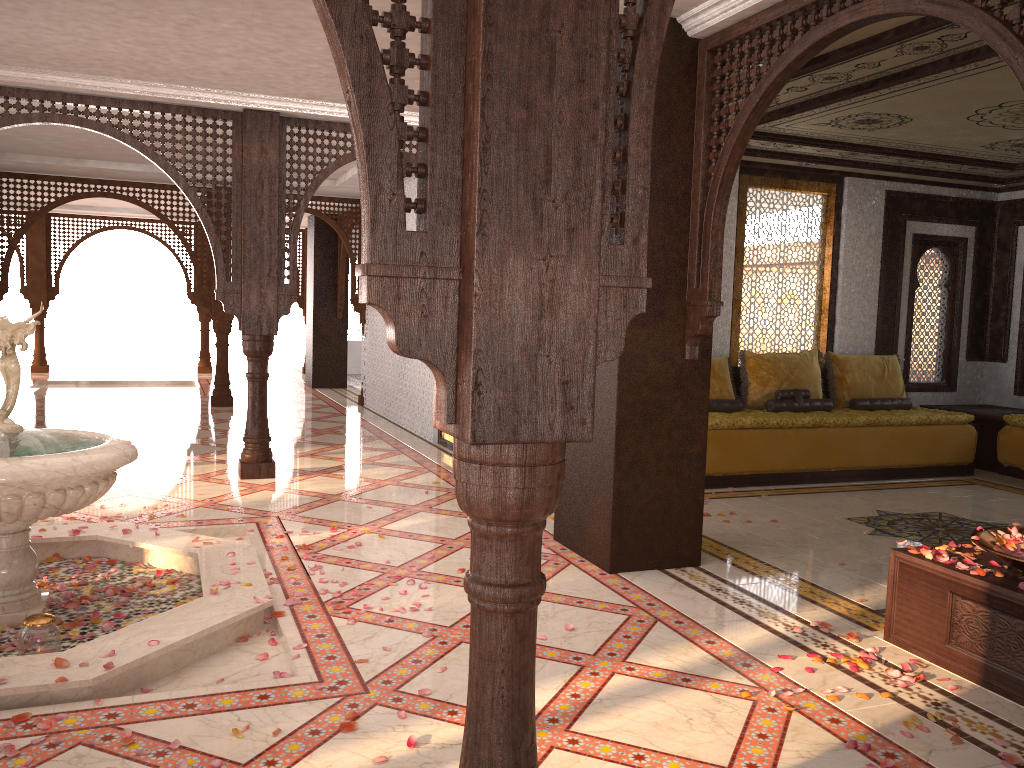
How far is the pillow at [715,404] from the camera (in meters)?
7.72

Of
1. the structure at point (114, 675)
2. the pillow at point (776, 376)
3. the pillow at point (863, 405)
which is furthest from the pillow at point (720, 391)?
the structure at point (114, 675)

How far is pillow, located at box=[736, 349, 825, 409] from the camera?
8.0m

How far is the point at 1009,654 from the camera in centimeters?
329cm

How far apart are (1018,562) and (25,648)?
3.78m

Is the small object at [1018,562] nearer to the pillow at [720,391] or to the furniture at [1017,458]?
the pillow at [720,391]

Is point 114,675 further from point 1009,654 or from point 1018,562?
point 1018,562

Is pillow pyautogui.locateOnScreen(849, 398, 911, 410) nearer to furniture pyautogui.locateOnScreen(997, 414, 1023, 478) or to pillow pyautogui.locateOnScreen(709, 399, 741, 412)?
furniture pyautogui.locateOnScreen(997, 414, 1023, 478)

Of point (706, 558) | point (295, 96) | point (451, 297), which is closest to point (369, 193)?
point (451, 297)

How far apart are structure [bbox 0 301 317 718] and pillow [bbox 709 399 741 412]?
4.1m
